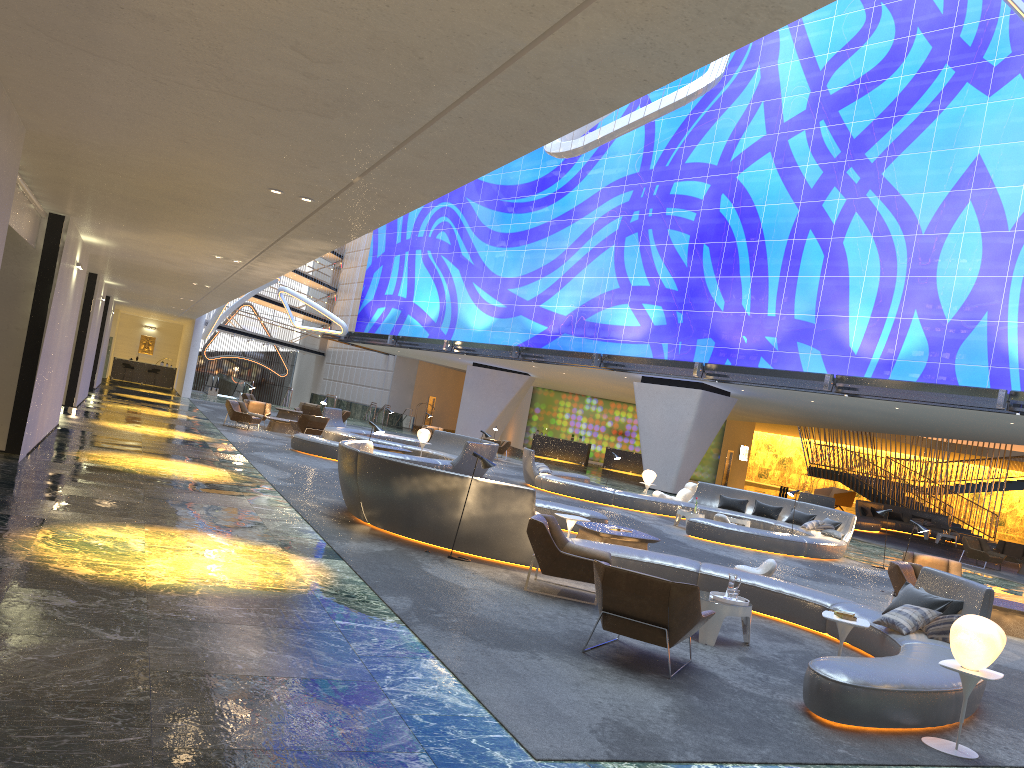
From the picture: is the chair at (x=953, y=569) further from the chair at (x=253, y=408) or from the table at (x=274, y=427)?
the chair at (x=253, y=408)

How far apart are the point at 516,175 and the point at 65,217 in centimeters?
3113cm

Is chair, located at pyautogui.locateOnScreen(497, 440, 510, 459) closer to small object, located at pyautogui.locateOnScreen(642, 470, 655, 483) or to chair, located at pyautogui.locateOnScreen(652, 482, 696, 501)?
small object, located at pyautogui.locateOnScreen(642, 470, 655, 483)

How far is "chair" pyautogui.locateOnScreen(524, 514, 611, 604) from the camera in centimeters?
916cm

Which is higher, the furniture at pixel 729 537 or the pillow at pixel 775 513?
the pillow at pixel 775 513

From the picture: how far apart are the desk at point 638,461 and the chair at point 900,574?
33.48m

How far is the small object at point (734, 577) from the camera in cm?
861

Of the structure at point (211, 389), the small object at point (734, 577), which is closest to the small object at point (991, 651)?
the small object at point (734, 577)

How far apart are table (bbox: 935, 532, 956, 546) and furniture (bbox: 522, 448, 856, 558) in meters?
13.5

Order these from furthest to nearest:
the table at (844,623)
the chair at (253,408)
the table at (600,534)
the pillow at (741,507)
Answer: the chair at (253,408) → the pillow at (741,507) → the table at (600,534) → the table at (844,623)
